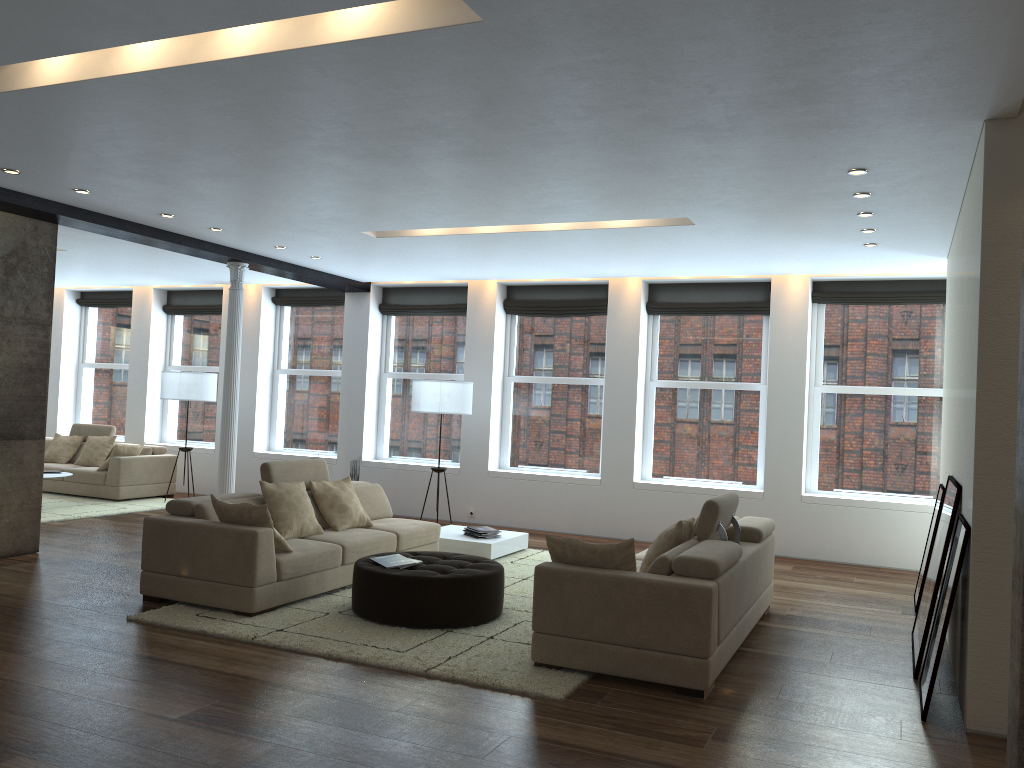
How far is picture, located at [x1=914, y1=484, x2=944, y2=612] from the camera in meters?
7.2 m

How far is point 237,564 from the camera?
5.8m

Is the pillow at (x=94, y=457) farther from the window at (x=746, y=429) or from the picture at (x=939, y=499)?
the picture at (x=939, y=499)

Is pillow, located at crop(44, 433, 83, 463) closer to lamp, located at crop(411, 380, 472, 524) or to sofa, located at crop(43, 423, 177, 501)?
sofa, located at crop(43, 423, 177, 501)

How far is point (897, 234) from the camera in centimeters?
713cm

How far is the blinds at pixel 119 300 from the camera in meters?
13.8

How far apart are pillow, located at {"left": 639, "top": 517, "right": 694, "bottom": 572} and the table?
2.9 meters

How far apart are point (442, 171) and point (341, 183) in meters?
0.9 m

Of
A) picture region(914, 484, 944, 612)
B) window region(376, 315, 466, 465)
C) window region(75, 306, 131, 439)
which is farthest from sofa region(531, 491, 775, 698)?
window region(75, 306, 131, 439)

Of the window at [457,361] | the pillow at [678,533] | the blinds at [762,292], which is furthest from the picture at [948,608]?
the window at [457,361]
